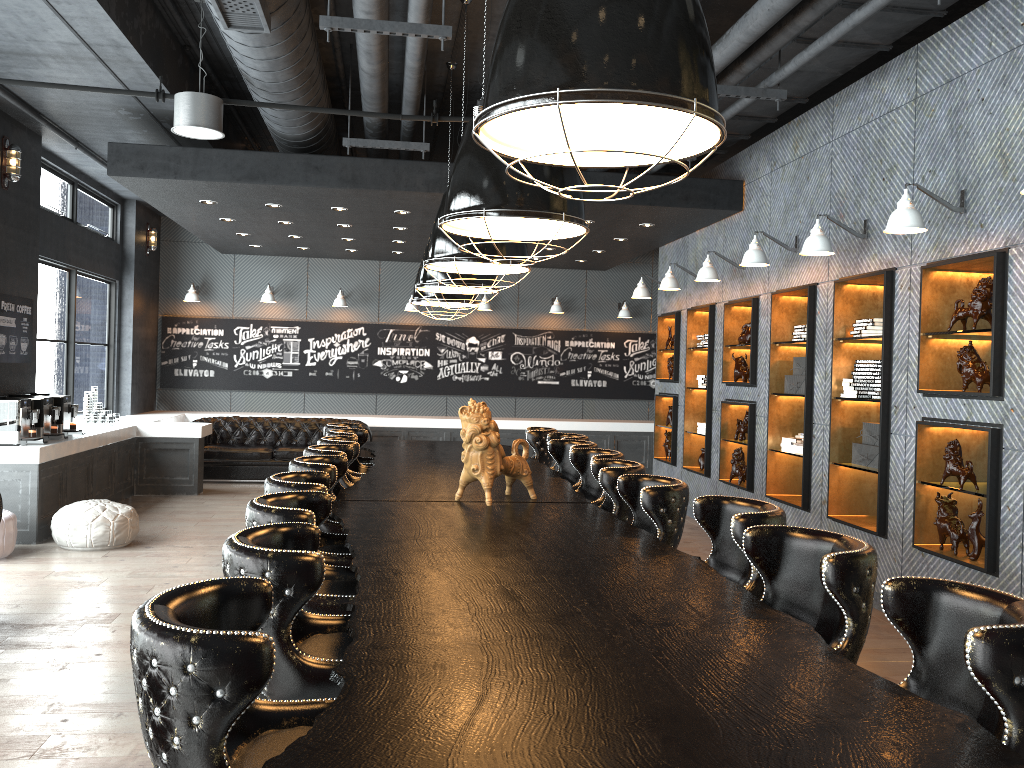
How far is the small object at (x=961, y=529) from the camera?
5.32m

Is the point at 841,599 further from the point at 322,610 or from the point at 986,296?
the point at 986,296

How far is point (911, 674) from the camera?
2.3 meters

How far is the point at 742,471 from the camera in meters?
8.5

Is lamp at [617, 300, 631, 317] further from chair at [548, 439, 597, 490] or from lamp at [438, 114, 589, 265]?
lamp at [438, 114, 589, 265]

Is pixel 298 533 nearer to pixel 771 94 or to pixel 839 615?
pixel 839 615

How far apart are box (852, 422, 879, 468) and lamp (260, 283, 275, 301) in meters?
9.4

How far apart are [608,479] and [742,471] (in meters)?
4.17

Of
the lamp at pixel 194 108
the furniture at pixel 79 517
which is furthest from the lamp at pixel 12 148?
the furniture at pixel 79 517

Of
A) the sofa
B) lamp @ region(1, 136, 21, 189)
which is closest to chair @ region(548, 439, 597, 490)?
lamp @ region(1, 136, 21, 189)
